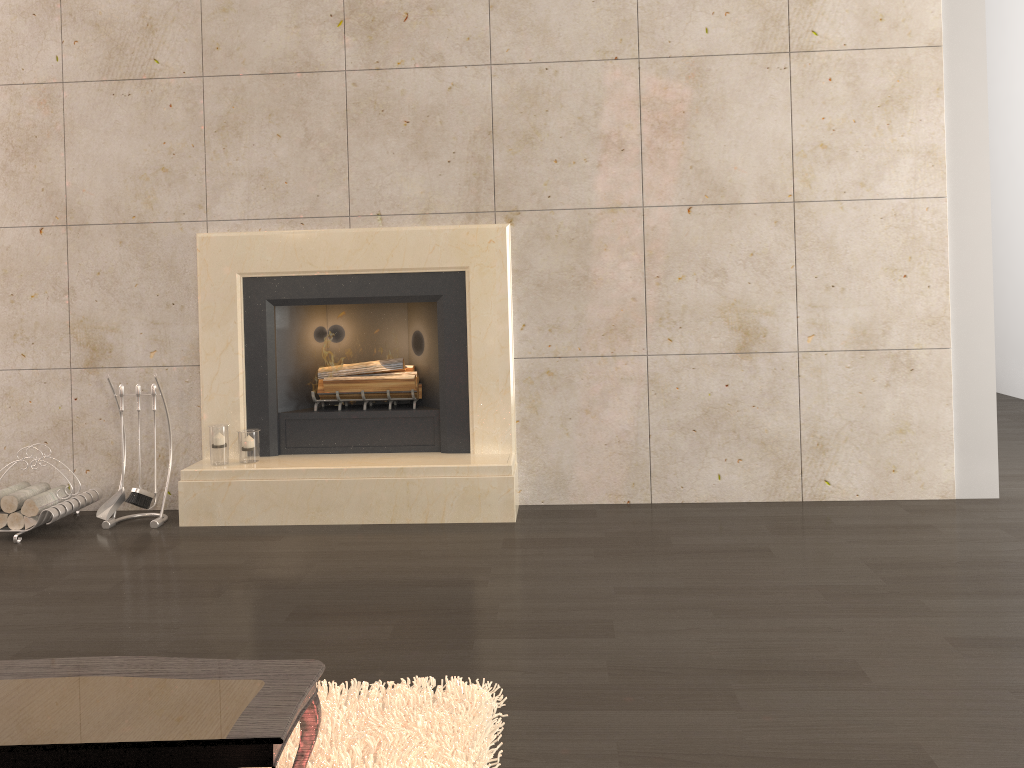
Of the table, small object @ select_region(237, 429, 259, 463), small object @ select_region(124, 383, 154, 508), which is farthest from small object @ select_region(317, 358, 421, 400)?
the table

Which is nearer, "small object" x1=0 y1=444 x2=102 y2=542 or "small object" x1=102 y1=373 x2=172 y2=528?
"small object" x1=0 y1=444 x2=102 y2=542

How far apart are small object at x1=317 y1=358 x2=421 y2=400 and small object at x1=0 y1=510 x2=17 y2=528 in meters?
1.5 m

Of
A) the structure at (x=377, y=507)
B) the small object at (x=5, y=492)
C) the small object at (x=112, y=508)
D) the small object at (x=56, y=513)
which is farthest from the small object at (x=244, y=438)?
the small object at (x=5, y=492)

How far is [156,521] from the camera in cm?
404

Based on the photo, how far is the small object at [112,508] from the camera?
4.1 meters

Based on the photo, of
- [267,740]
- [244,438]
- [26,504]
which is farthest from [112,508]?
[267,740]

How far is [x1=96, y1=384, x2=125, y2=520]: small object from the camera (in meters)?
4.06

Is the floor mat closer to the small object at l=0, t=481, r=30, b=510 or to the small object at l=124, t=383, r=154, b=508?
the small object at l=124, t=383, r=154, b=508

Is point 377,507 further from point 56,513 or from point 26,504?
point 26,504
